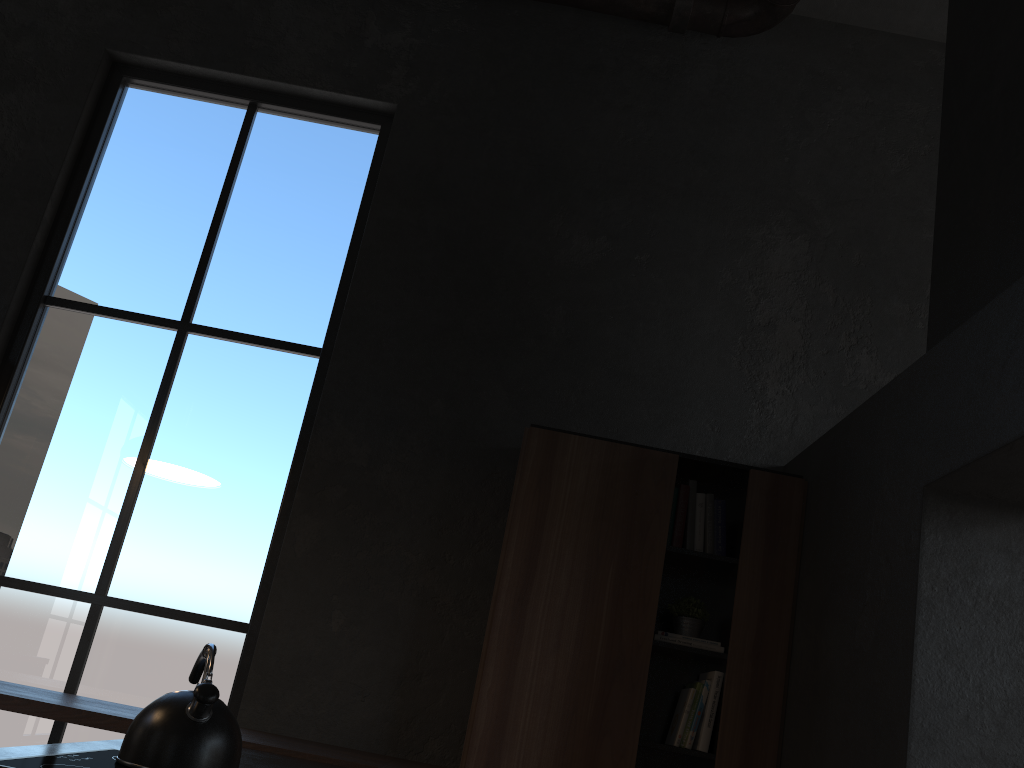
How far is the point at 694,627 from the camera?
3.5m

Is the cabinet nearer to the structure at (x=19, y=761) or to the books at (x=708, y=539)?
the books at (x=708, y=539)

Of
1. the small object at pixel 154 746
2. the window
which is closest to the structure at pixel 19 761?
the small object at pixel 154 746

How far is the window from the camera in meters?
3.7

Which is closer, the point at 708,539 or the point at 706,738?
the point at 706,738

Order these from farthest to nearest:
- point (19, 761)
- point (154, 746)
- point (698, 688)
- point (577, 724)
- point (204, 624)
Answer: point (204, 624) → point (698, 688) → point (577, 724) → point (154, 746) → point (19, 761)

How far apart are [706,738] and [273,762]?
1.60m

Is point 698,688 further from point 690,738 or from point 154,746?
point 154,746

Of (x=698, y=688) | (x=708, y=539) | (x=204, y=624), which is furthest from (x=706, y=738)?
(x=204, y=624)

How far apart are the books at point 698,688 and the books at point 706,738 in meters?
0.1 m
